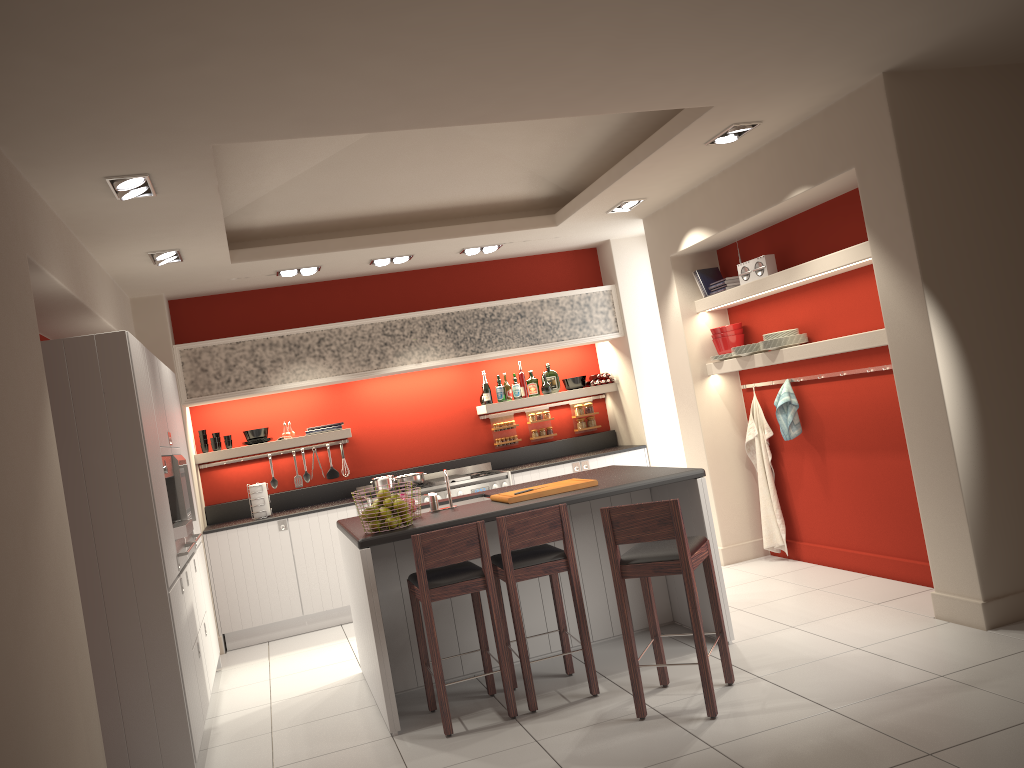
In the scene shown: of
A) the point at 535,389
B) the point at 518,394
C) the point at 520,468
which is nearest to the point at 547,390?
the point at 535,389

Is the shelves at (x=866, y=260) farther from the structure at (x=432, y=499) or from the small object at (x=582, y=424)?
the structure at (x=432, y=499)

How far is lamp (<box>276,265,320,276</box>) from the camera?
7.4m

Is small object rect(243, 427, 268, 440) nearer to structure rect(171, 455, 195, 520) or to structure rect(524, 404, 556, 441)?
structure rect(171, 455, 195, 520)

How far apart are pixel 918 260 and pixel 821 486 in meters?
2.4

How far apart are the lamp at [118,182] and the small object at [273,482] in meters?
4.1 m

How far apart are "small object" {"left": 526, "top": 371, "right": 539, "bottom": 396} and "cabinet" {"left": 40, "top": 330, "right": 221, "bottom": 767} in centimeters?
351cm

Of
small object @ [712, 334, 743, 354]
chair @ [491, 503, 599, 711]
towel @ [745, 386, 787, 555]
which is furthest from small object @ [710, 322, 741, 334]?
chair @ [491, 503, 599, 711]

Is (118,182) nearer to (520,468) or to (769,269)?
(769,269)

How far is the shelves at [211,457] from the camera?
7.78m
